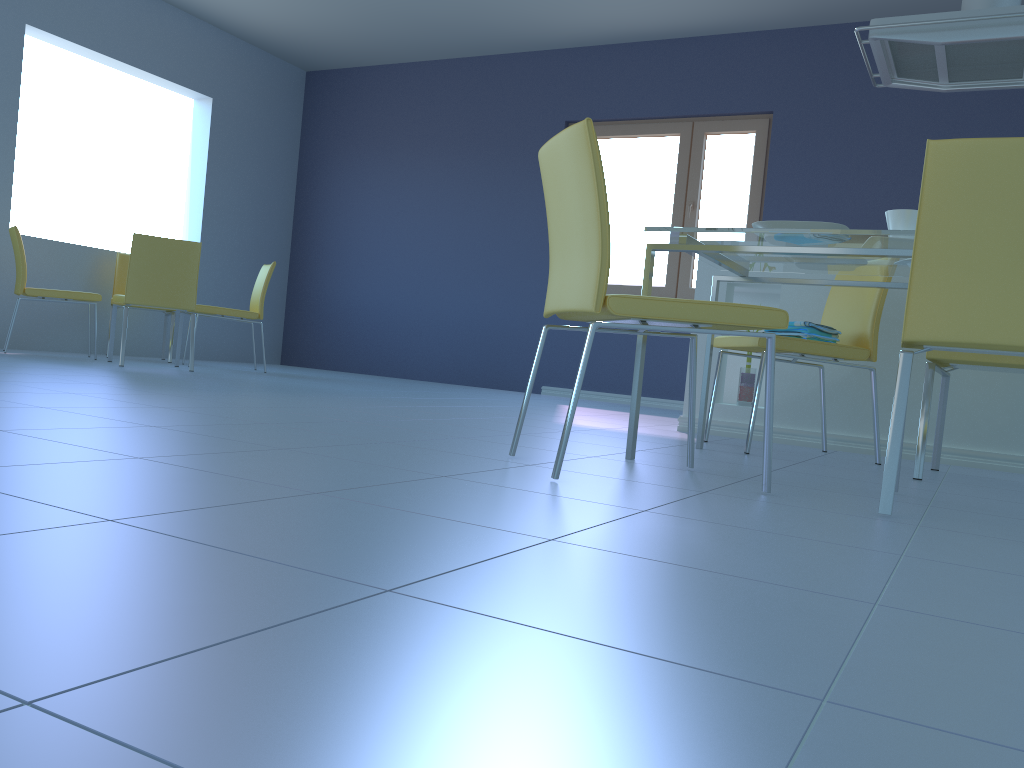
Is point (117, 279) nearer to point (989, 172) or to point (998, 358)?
point (998, 358)

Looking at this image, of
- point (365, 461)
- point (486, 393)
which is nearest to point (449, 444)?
point (365, 461)

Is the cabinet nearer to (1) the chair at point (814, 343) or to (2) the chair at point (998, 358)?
(1) the chair at point (814, 343)

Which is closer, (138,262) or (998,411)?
(998,411)

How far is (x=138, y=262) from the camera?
4.6m

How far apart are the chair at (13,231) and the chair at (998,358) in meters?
4.4

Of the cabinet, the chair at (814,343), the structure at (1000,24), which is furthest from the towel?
the structure at (1000,24)

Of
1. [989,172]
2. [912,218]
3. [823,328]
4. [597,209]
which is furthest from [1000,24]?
[597,209]

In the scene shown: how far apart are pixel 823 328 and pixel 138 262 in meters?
3.5

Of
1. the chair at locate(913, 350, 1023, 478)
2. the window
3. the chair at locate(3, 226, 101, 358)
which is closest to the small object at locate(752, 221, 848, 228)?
the chair at locate(913, 350, 1023, 478)
